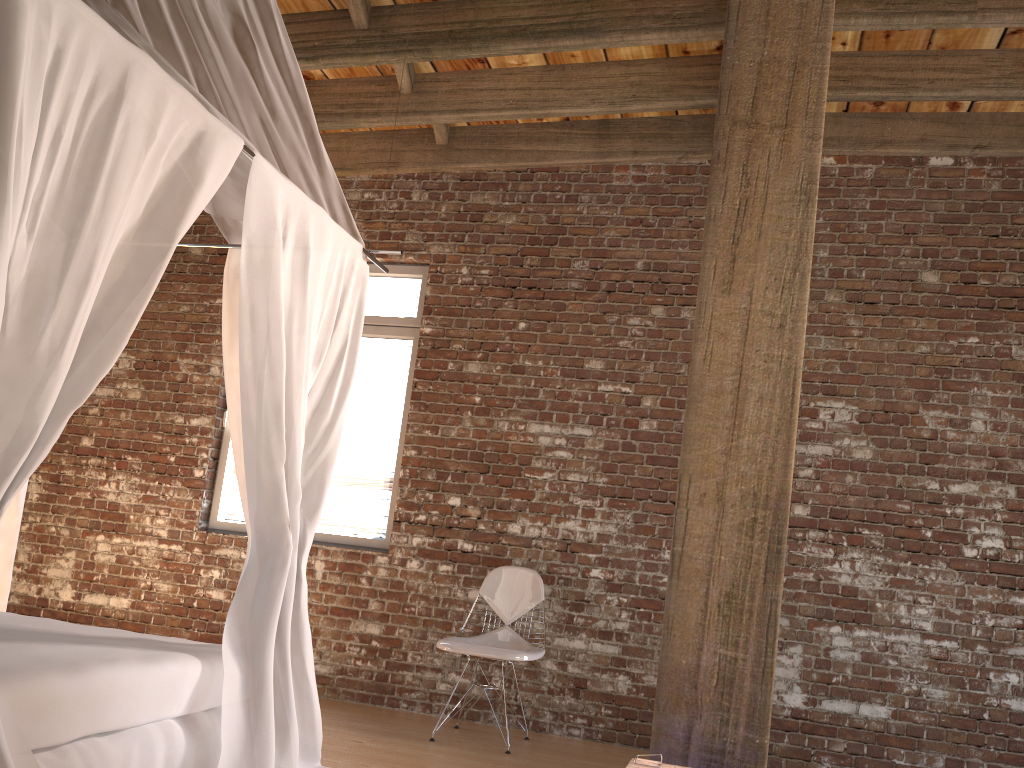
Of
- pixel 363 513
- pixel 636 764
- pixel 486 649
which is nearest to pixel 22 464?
pixel 636 764

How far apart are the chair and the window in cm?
77

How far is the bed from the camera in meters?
2.1

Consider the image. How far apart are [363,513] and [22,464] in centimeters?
338cm

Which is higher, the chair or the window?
the window

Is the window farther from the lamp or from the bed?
the lamp

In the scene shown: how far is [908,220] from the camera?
4.8 meters

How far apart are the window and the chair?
0.8 meters

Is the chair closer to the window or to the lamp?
the window

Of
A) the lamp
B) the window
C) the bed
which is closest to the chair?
the window
